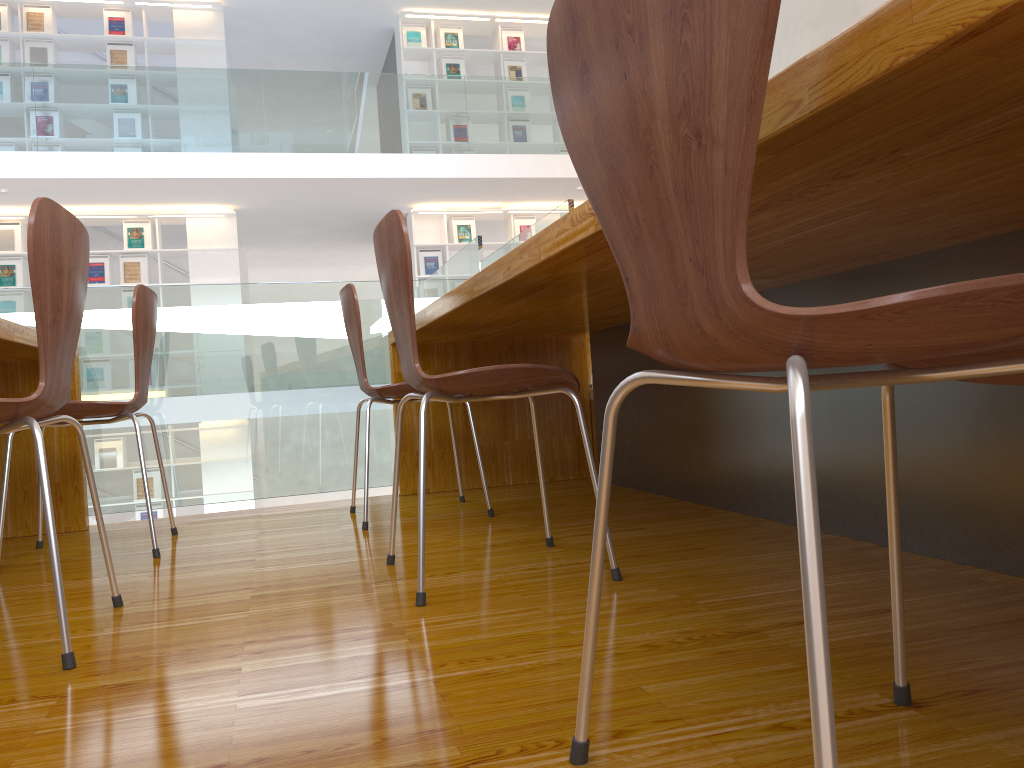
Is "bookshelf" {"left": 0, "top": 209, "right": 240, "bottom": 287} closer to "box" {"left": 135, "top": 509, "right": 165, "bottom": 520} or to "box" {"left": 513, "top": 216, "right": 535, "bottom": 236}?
"box" {"left": 135, "top": 509, "right": 165, "bottom": 520}

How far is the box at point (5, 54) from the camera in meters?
8.2

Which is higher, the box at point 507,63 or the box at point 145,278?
the box at point 507,63

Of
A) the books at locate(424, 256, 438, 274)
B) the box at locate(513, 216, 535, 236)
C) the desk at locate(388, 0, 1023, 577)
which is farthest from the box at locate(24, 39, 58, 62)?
the desk at locate(388, 0, 1023, 577)

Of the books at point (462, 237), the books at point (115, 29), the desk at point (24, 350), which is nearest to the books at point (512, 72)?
the books at point (462, 237)

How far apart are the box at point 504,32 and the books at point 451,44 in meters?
0.5

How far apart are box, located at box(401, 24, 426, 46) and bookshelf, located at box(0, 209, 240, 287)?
2.7m

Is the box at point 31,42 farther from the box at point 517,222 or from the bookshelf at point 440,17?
the box at point 517,222

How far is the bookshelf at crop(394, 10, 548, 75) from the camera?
9.3 meters

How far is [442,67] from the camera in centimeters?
939cm
